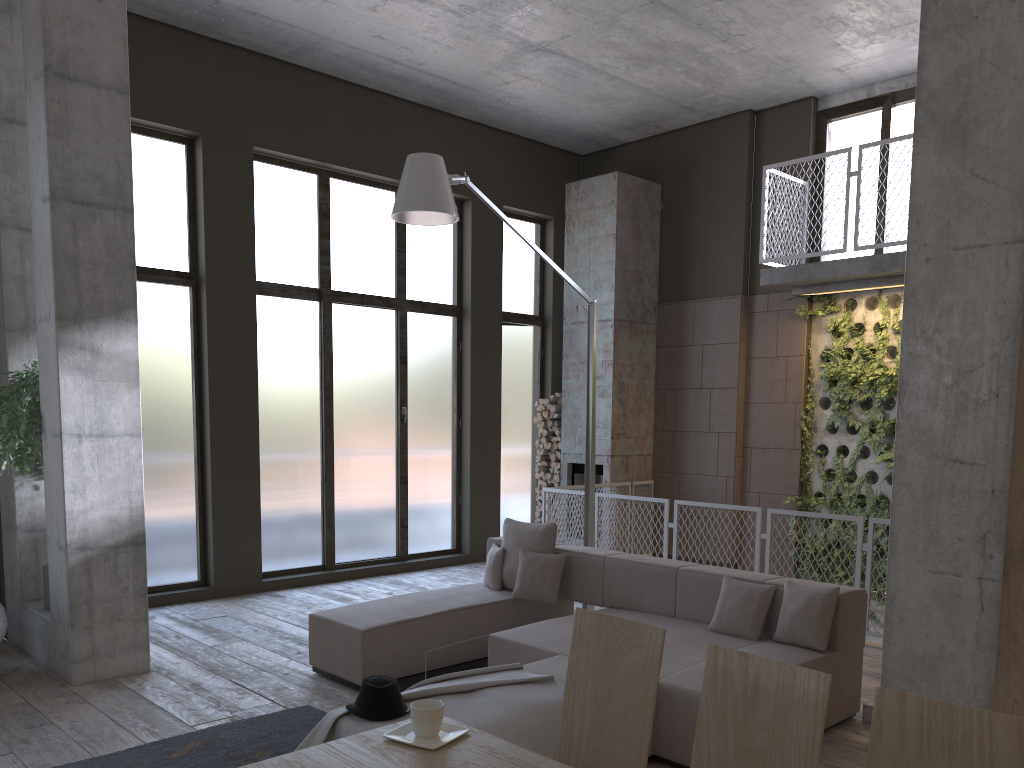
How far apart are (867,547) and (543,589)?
2.63m

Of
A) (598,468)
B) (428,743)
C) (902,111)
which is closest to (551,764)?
(428,743)

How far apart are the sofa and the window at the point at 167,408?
2.91m

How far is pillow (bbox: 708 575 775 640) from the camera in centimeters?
503cm

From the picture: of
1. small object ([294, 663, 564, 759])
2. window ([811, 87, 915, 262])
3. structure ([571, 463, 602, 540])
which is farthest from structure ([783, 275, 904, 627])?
small object ([294, 663, 564, 759])

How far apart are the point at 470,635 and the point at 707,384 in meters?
5.3

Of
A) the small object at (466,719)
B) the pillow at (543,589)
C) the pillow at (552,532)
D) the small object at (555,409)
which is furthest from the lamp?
the small object at (555,409)

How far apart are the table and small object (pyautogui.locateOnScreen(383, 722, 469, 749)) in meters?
0.0

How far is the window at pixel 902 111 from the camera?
9.0 meters

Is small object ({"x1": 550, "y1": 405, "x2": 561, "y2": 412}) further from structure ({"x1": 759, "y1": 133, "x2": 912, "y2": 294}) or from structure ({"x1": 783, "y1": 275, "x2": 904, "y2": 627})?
structure ({"x1": 759, "y1": 133, "x2": 912, "y2": 294})
